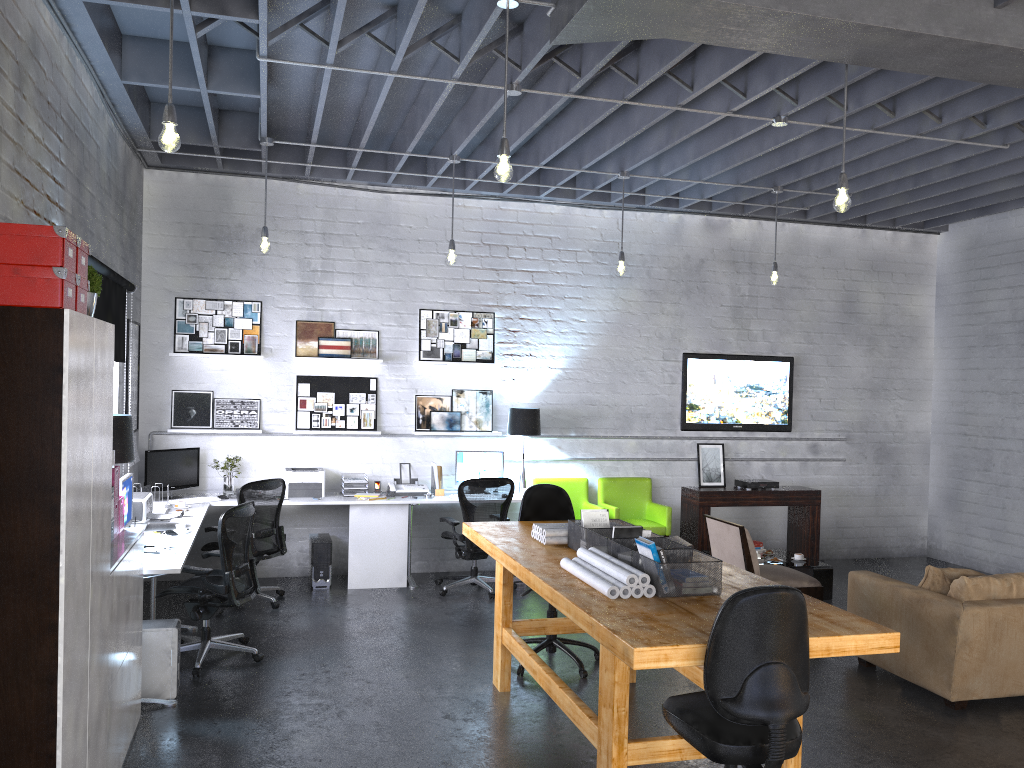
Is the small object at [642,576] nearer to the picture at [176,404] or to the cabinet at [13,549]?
the cabinet at [13,549]

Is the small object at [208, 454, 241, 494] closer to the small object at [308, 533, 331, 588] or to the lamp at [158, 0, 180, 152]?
the small object at [308, 533, 331, 588]

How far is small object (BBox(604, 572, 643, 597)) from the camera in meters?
3.9

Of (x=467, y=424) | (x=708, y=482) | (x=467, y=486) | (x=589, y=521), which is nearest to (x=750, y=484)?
(x=708, y=482)

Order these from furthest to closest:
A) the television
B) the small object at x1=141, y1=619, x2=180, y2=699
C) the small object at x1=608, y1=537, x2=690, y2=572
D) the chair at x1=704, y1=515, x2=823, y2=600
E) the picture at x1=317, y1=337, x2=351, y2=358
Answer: the television, the picture at x1=317, y1=337, x2=351, y2=358, the chair at x1=704, y1=515, x2=823, y2=600, the small object at x1=141, y1=619, x2=180, y2=699, the small object at x1=608, y1=537, x2=690, y2=572

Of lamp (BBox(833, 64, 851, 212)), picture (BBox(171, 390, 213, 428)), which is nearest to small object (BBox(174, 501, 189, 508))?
picture (BBox(171, 390, 213, 428))

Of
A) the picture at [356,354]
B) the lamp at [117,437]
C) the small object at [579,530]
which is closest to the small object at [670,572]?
the small object at [579,530]

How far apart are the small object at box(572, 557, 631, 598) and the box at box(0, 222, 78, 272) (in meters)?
2.48

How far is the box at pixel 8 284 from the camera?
2.8 meters

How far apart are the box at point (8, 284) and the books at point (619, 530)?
2.7 meters
